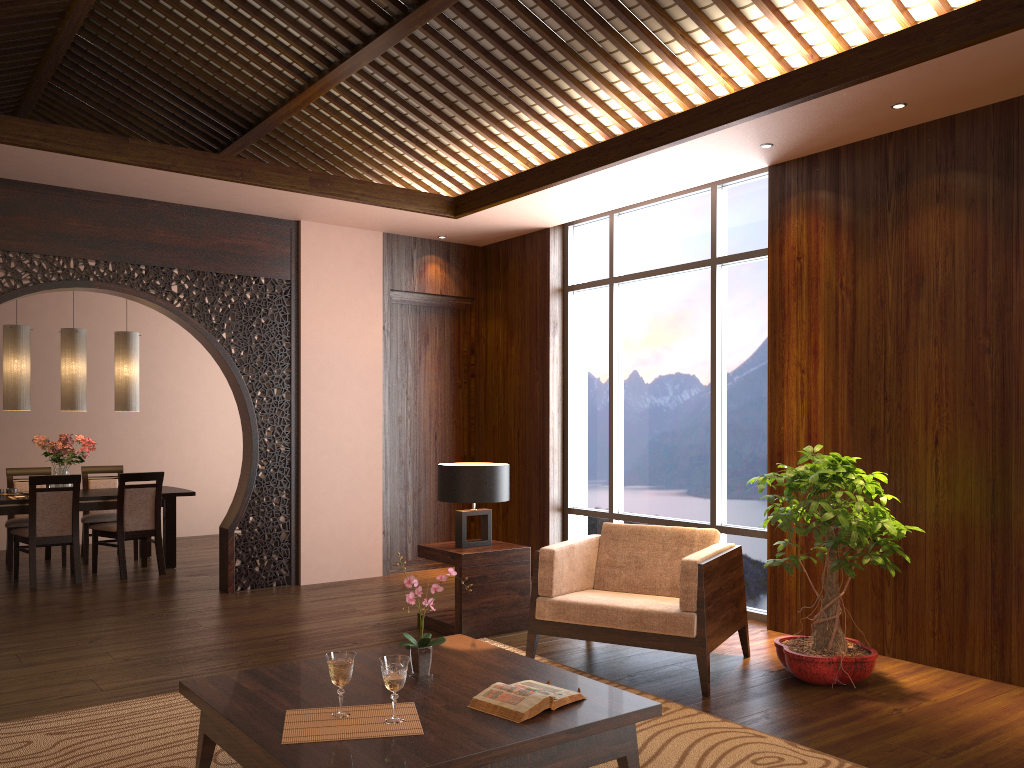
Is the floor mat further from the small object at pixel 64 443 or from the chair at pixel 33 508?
the small object at pixel 64 443

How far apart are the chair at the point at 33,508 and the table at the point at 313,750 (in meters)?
4.41

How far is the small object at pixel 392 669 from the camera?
2.6m

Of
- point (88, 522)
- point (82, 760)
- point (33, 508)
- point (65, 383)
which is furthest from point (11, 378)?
point (82, 760)

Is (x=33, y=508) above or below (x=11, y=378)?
below

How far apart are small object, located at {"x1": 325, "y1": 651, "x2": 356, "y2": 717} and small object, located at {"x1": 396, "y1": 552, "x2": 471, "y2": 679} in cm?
35

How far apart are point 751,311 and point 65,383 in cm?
561

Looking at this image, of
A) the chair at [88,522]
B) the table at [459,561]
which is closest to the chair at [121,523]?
the chair at [88,522]

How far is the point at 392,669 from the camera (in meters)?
2.60

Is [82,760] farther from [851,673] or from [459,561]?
[851,673]
